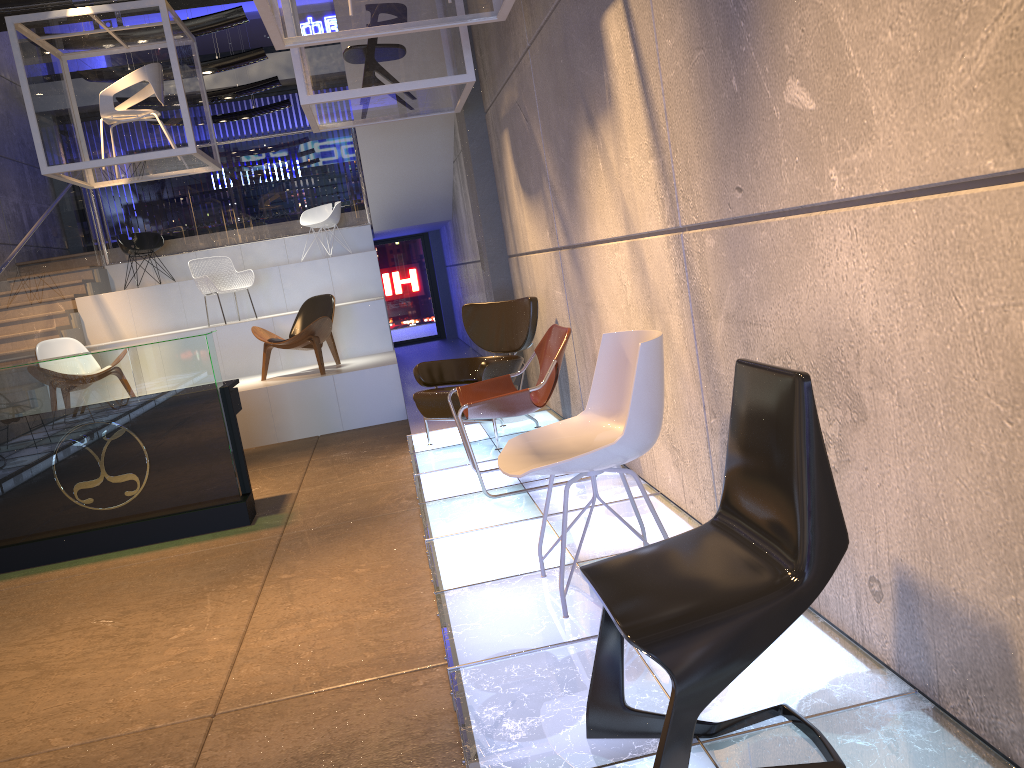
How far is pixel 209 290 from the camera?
10.1m

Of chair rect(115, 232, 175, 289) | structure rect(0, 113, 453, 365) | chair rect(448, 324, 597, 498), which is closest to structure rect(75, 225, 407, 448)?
structure rect(0, 113, 453, 365)

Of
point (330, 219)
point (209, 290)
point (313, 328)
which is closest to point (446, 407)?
point (313, 328)

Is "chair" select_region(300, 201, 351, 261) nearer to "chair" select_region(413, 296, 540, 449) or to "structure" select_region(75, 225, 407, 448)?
"structure" select_region(75, 225, 407, 448)

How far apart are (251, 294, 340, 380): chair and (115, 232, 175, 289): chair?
3.6 meters

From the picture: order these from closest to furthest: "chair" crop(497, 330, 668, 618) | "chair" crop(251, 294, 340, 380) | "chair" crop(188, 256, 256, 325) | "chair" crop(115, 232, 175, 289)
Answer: "chair" crop(497, 330, 668, 618) < "chair" crop(251, 294, 340, 380) < "chair" crop(188, 256, 256, 325) < "chair" crop(115, 232, 175, 289)

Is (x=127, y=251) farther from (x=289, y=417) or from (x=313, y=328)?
(x=289, y=417)

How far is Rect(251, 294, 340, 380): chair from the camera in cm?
854

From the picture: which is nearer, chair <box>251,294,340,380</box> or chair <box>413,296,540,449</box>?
Answer: chair <box>413,296,540,449</box>

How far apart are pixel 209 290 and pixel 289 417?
2.6m
